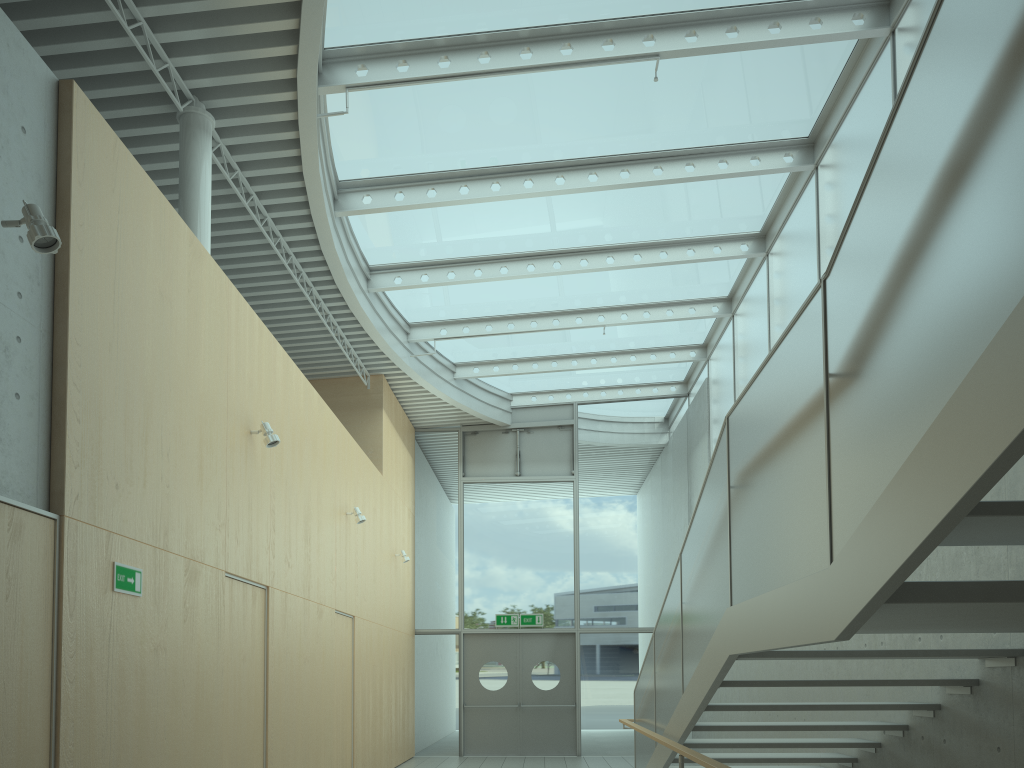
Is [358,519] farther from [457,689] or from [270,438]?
[457,689]

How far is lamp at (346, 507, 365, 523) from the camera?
9.43m

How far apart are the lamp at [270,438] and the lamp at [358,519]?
3.1 meters

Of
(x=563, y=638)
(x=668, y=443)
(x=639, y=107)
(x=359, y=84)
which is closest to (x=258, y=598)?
(x=359, y=84)

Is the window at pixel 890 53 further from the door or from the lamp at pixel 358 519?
the lamp at pixel 358 519

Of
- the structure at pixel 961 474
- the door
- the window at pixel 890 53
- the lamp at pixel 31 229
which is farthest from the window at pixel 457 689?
the lamp at pixel 31 229

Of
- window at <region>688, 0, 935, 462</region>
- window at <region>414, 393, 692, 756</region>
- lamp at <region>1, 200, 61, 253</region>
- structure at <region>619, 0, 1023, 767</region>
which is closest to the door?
window at <region>414, 393, 692, 756</region>

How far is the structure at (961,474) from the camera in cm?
195

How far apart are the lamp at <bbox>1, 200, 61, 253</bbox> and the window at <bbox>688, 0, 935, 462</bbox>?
6.0m

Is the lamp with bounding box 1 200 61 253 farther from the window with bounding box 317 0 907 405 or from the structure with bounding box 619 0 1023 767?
the window with bounding box 317 0 907 405
